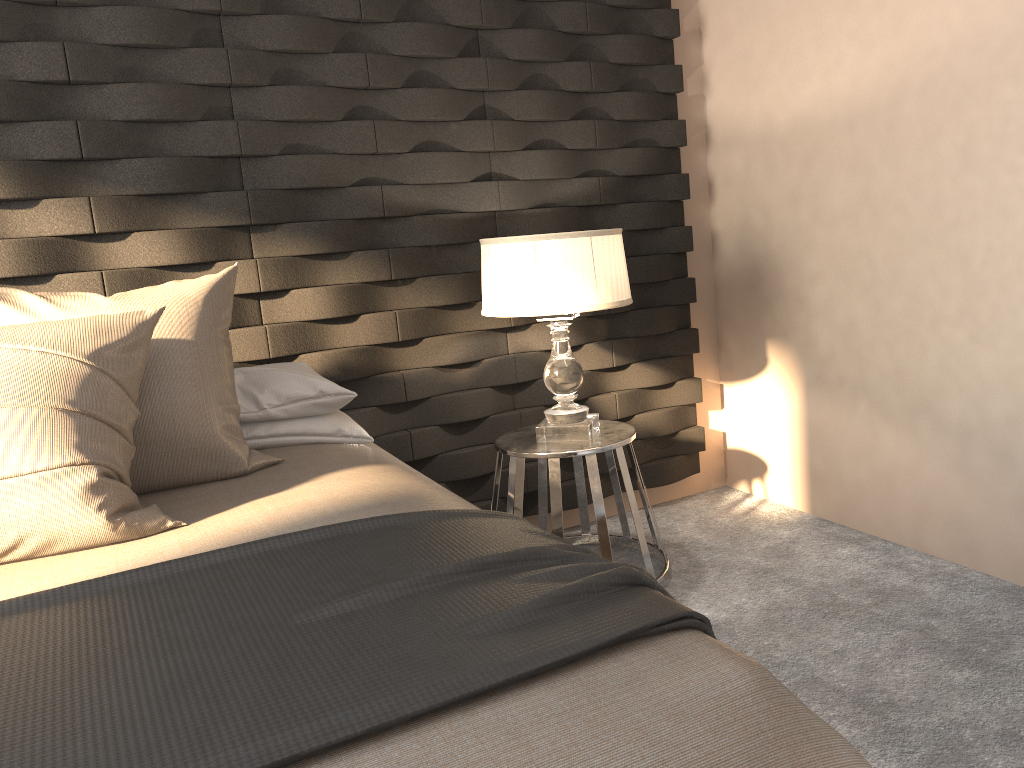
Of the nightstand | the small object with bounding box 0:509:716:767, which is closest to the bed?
the small object with bounding box 0:509:716:767

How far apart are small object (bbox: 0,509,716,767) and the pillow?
0.3 meters

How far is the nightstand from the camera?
2.6m

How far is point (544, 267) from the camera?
2.5m

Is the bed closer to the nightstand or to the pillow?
the pillow

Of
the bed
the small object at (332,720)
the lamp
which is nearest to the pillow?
the bed

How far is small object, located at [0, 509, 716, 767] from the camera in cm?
94

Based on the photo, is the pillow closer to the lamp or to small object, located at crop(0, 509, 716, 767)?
small object, located at crop(0, 509, 716, 767)

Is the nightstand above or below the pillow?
below

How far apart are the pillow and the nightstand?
0.8 meters
